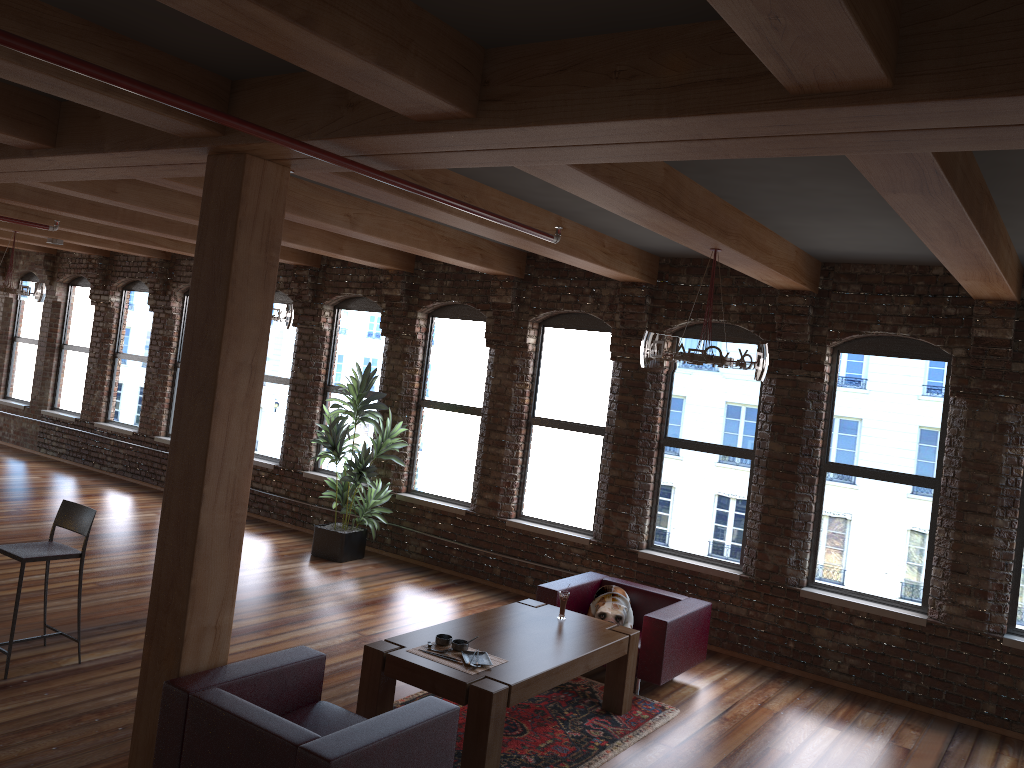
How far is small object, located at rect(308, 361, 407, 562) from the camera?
9.2 meters

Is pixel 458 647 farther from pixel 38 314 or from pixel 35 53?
pixel 38 314

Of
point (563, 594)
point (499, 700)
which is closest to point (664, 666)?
point (563, 594)

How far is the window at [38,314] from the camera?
14.4m

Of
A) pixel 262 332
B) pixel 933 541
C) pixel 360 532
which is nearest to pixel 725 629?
pixel 933 541

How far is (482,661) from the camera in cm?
502

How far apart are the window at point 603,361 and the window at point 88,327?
8.0 meters

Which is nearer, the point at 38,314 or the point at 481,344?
the point at 481,344

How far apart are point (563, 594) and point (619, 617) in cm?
64

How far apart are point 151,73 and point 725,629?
6.2 meters
